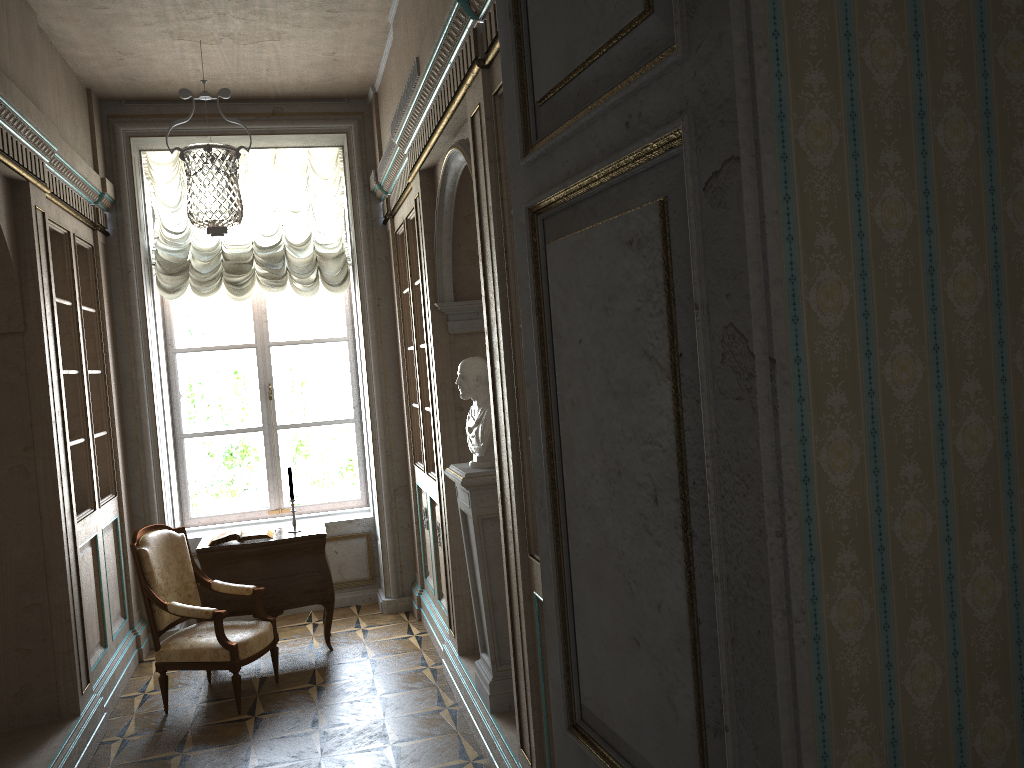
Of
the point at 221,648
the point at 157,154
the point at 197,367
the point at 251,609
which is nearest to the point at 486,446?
the point at 221,648

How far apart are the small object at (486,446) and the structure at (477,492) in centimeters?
3cm

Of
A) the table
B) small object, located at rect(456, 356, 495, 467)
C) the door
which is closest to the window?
the table

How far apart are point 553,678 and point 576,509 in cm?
38

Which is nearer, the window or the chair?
the chair

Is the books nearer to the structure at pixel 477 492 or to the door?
the structure at pixel 477 492

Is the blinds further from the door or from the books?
the door

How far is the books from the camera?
5.7m

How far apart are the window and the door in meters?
5.8 m

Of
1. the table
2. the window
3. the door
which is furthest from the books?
the door
